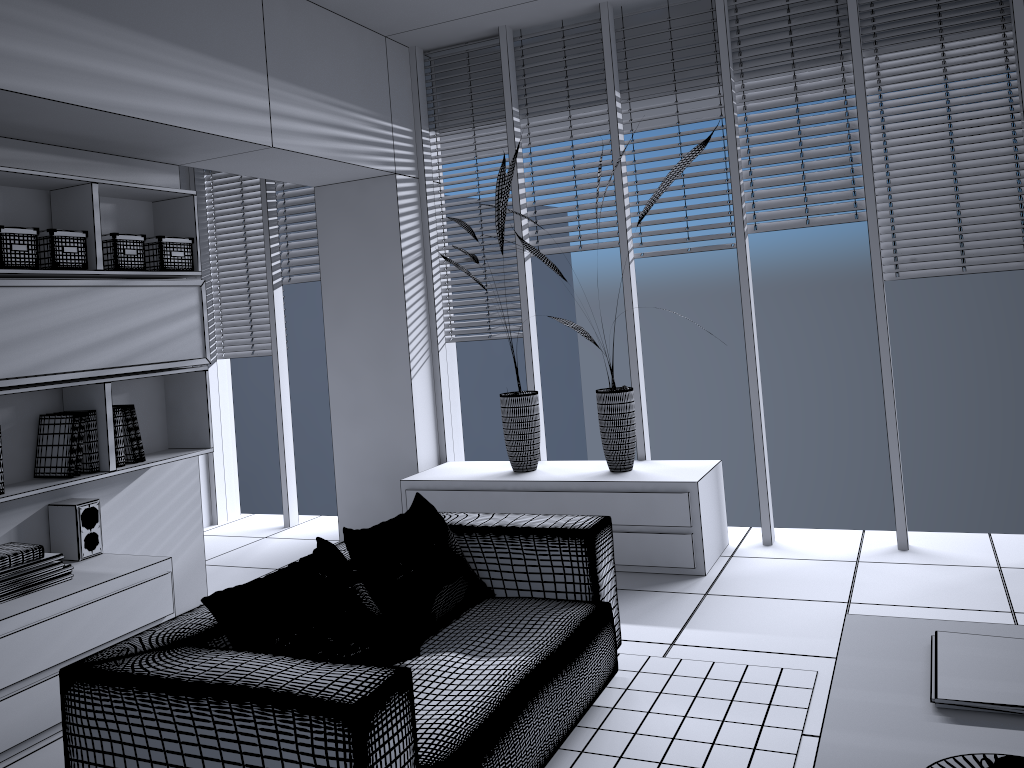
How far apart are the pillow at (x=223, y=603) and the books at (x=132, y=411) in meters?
1.5

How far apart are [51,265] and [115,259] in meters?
0.3

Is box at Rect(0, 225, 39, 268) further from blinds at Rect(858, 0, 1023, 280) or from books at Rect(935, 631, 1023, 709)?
blinds at Rect(858, 0, 1023, 280)

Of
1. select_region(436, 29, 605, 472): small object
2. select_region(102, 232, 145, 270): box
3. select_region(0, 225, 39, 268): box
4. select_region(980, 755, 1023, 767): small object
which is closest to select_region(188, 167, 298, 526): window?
select_region(436, 29, 605, 472): small object

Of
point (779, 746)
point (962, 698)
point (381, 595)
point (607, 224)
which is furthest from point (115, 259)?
point (962, 698)

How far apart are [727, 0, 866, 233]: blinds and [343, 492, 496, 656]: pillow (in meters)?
2.49

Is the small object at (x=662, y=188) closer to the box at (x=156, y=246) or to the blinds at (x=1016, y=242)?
the blinds at (x=1016, y=242)

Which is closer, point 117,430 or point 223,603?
point 223,603

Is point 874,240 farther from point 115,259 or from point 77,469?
point 77,469

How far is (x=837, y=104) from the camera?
4.52m
